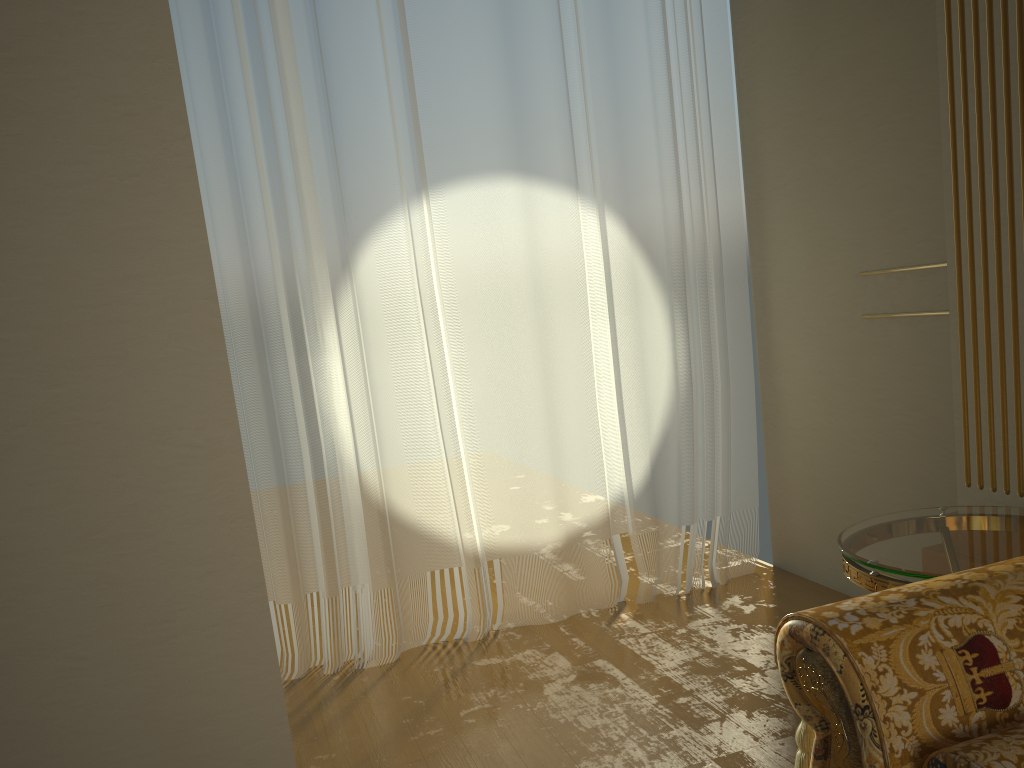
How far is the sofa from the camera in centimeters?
121cm

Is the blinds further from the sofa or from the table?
the sofa

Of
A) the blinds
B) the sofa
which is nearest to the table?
the sofa

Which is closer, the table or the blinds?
the table

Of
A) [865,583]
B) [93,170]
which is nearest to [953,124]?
[865,583]

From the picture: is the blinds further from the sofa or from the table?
the sofa

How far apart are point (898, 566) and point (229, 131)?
2.53m

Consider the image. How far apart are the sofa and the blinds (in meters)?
→ 2.02

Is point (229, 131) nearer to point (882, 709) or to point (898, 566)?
point (898, 566)

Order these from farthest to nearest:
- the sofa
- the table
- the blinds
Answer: the blinds → the table → the sofa
